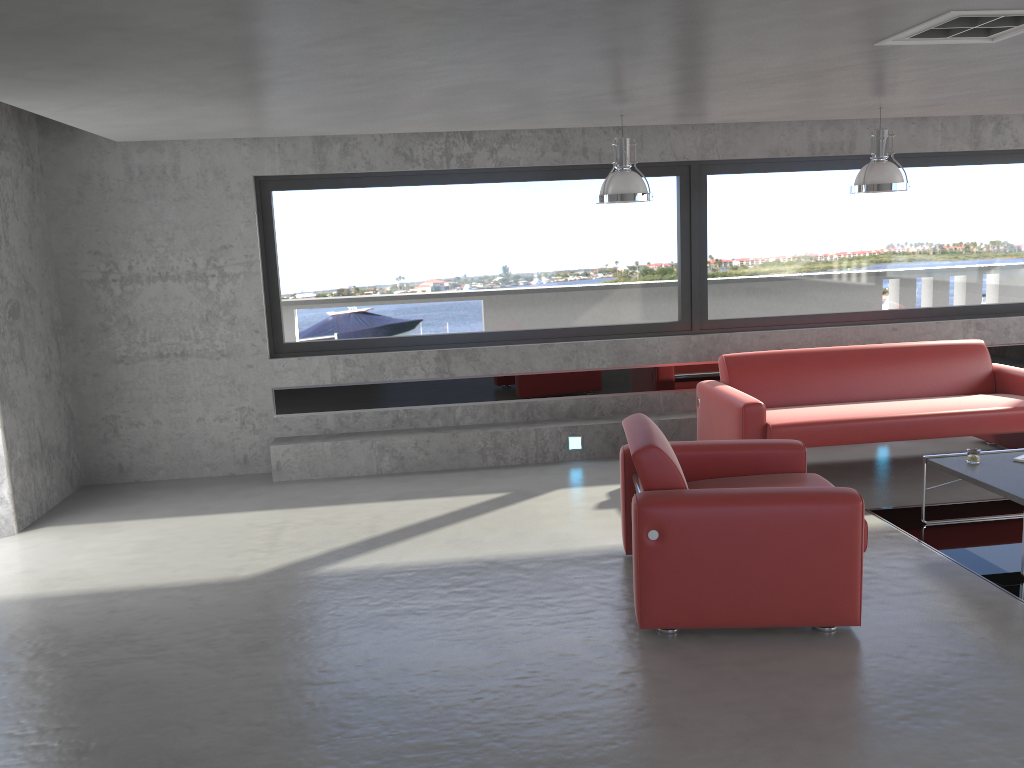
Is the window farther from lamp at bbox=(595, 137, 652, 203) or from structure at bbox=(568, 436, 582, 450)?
lamp at bbox=(595, 137, 652, 203)

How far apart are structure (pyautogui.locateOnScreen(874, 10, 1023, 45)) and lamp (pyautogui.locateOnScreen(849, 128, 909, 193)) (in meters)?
2.09

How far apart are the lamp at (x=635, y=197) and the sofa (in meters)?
1.60

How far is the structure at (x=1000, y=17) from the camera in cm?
347

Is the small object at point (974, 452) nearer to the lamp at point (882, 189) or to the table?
the table

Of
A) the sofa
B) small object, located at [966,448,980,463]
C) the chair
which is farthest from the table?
the chair

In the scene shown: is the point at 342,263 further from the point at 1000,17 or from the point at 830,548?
the point at 1000,17

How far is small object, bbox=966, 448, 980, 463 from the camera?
5.3 meters

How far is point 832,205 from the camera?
7.9 meters

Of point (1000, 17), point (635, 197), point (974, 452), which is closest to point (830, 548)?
point (974, 452)
